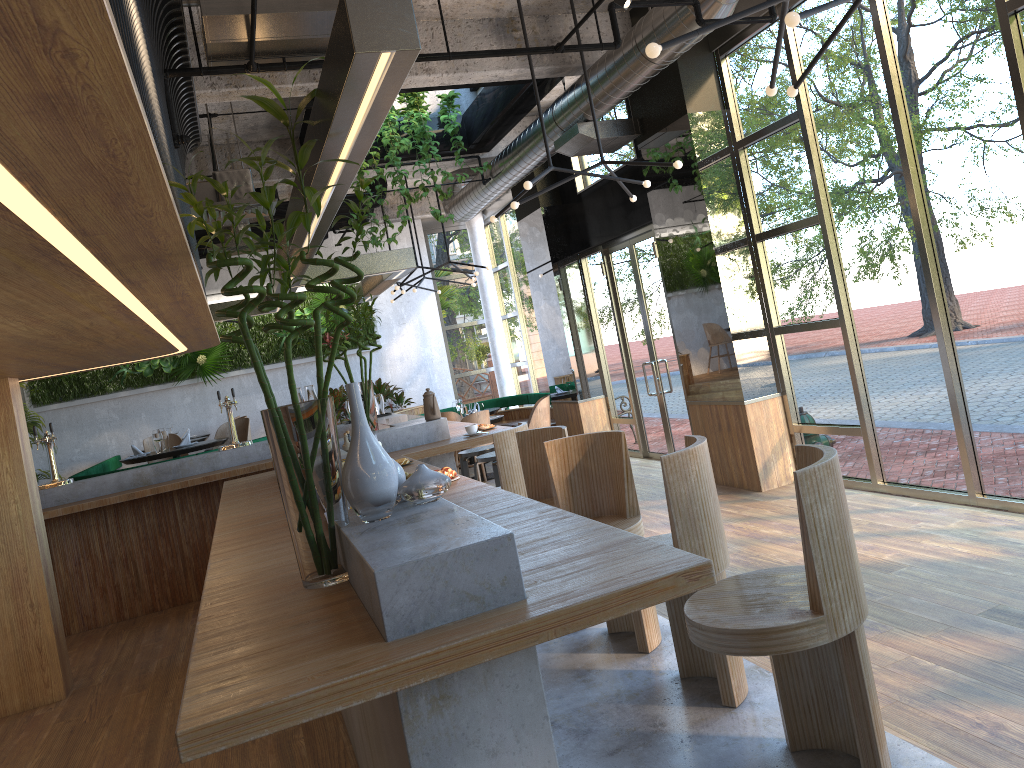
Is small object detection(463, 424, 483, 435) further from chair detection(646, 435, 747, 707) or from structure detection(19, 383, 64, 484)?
structure detection(19, 383, 64, 484)

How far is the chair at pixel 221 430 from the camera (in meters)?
10.61

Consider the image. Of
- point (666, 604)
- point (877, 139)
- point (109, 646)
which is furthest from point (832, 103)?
point (109, 646)

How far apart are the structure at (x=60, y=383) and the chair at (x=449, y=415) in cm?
267

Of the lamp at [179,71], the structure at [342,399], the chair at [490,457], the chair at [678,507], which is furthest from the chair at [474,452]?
the chair at [678,507]

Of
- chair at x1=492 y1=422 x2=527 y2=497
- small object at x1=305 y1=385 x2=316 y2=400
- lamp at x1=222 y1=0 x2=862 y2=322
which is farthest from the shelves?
lamp at x1=222 y1=0 x2=862 y2=322

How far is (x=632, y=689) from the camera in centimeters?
371cm

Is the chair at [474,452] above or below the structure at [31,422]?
below

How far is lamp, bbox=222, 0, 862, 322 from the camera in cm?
333

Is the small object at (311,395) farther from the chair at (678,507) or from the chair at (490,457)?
the chair at (678,507)
